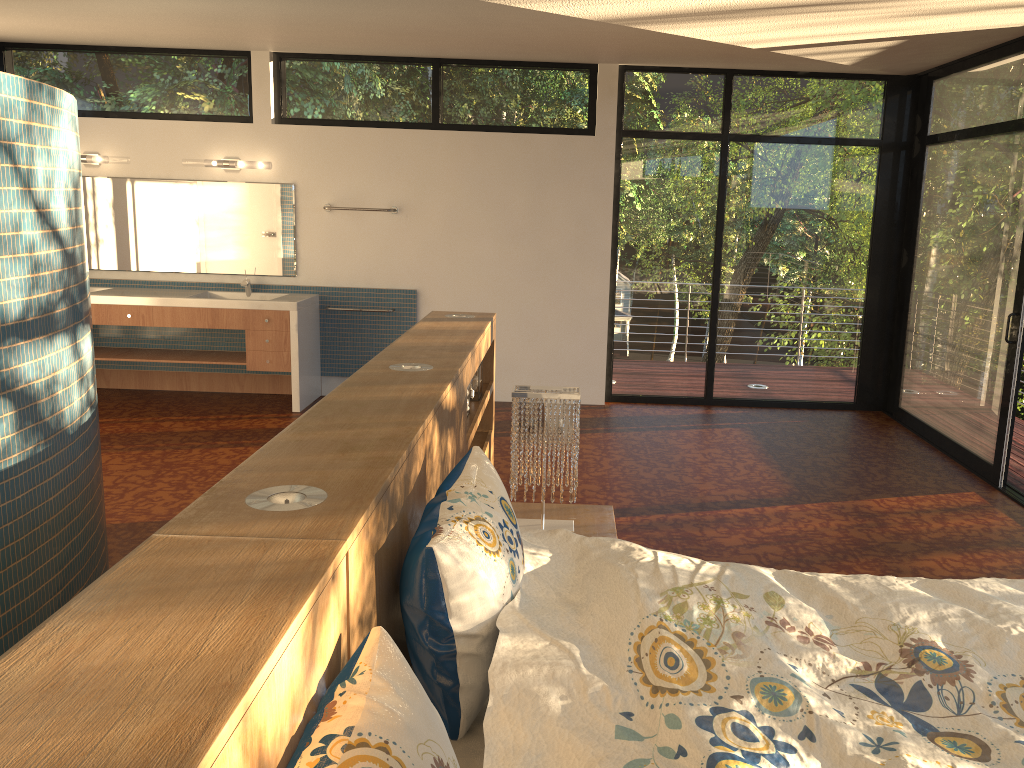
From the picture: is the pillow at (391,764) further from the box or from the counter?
the counter

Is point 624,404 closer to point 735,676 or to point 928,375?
point 928,375

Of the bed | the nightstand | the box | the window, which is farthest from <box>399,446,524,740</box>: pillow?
the window

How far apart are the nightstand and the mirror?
3.79m

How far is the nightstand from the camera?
3.2m

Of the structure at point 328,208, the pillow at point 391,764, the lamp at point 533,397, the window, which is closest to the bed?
the pillow at point 391,764

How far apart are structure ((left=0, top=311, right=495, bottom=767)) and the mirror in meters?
2.8 m

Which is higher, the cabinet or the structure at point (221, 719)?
the structure at point (221, 719)

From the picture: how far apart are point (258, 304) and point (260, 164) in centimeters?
106cm

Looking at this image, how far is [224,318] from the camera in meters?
6.2 m
